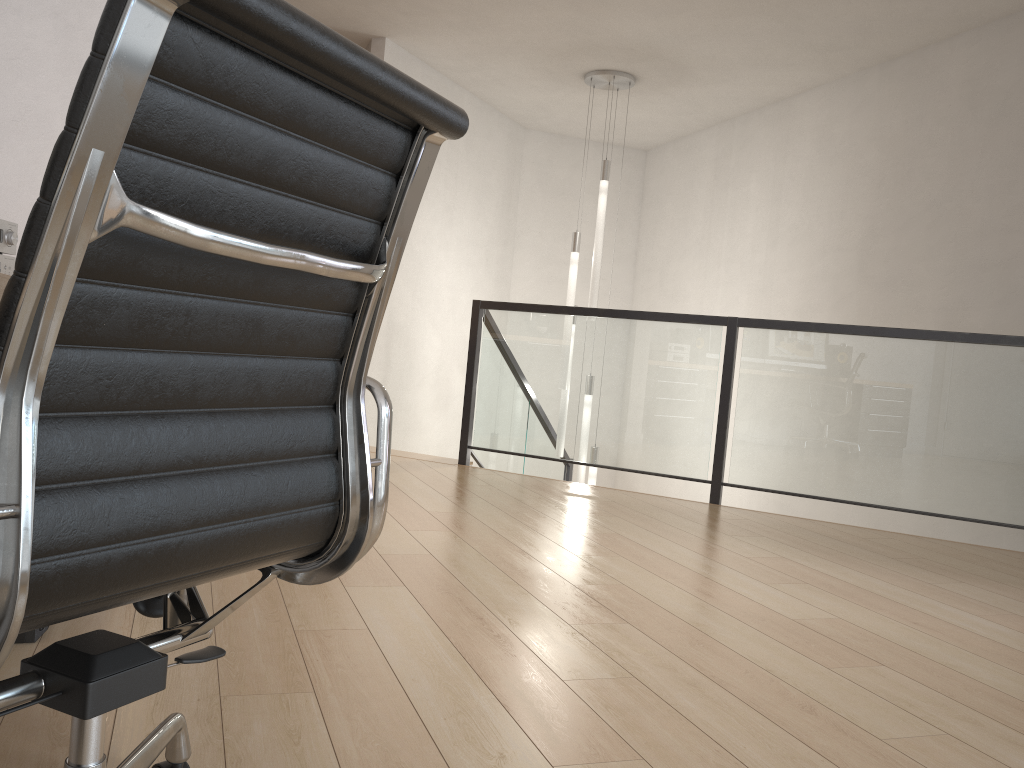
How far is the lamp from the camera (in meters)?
6.13

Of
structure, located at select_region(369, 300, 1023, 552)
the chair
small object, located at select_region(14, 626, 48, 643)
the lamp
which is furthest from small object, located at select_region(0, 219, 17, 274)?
the lamp

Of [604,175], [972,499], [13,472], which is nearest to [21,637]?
[13,472]

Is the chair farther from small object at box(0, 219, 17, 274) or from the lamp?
the lamp

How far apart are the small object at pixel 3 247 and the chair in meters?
1.5 m

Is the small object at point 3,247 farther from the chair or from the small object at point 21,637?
the chair

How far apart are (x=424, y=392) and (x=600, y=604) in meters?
4.3 m

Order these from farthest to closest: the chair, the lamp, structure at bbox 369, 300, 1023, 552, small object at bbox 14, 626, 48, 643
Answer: the lamp → structure at bbox 369, 300, 1023, 552 → small object at bbox 14, 626, 48, 643 → the chair

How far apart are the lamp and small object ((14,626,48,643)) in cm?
466

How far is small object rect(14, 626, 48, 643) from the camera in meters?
1.9
